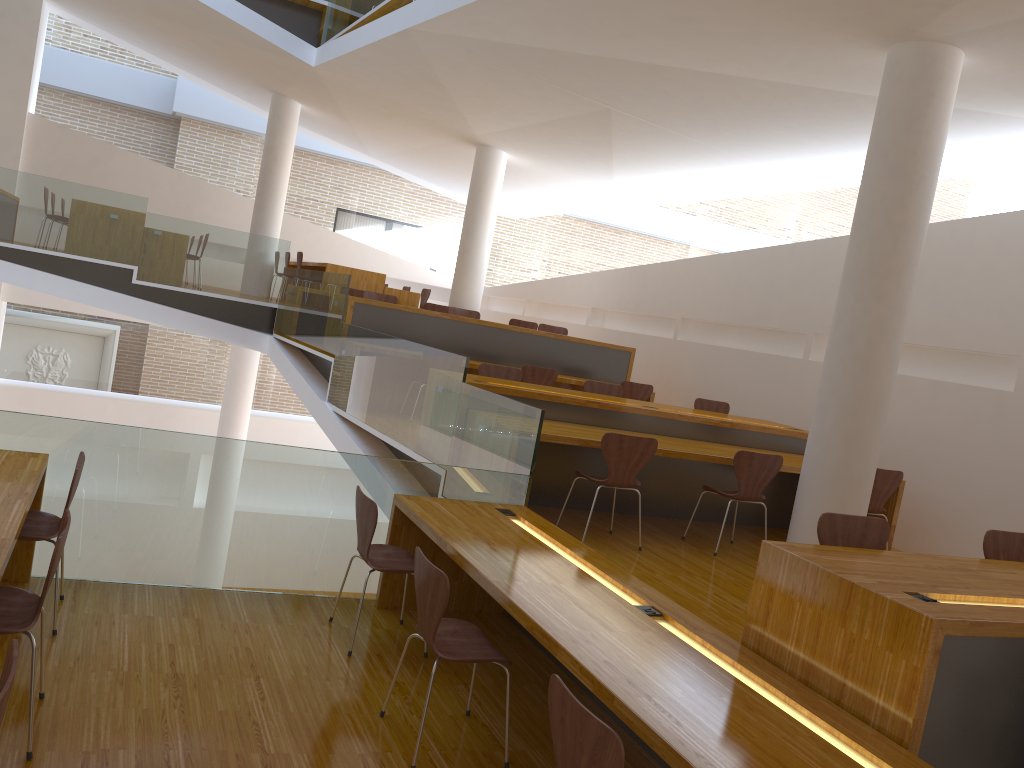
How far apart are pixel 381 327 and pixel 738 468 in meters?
4.1 m

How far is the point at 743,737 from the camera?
2.4m

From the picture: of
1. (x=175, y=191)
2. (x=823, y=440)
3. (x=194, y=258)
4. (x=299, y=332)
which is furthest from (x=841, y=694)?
(x=175, y=191)

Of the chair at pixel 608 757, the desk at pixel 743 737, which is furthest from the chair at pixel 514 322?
the chair at pixel 608 757

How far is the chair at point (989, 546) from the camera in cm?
397

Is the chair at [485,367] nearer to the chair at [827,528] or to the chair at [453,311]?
the chair at [453,311]

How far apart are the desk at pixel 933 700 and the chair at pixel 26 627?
2.3 meters

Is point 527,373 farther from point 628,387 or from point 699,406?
point 699,406

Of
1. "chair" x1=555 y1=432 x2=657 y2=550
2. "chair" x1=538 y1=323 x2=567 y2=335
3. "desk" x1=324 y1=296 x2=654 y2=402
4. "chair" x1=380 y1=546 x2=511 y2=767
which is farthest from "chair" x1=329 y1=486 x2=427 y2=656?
"chair" x1=538 y1=323 x2=567 y2=335

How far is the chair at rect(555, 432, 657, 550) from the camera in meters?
5.2 m
